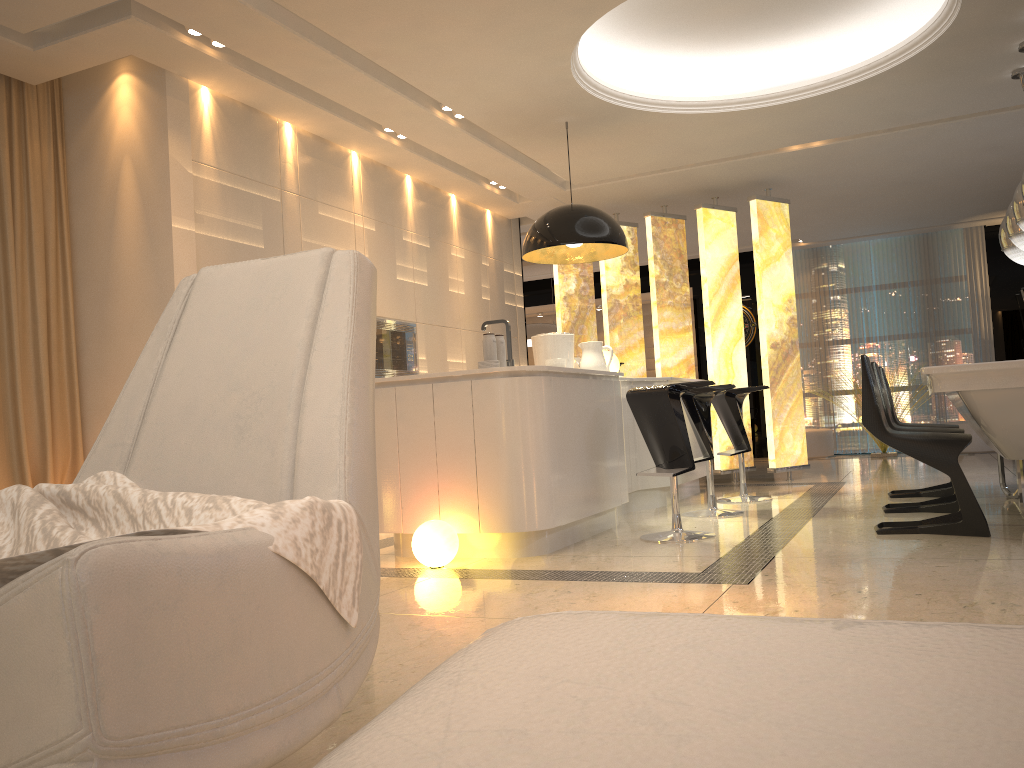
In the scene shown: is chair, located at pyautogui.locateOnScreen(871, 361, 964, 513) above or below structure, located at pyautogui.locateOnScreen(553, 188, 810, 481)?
below

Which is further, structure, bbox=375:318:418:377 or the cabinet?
structure, bbox=375:318:418:377

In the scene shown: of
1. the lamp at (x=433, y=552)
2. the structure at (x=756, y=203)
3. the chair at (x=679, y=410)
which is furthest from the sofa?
the structure at (x=756, y=203)

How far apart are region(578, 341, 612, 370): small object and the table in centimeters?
192cm

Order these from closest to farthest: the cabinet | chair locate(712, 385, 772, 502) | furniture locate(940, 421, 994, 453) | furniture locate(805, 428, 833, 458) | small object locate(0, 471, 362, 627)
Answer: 1. small object locate(0, 471, 362, 627)
2. the cabinet
3. chair locate(712, 385, 772, 502)
4. furniture locate(940, 421, 994, 453)
5. furniture locate(805, 428, 833, 458)

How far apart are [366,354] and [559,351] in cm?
417

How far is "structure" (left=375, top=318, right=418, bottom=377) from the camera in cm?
651

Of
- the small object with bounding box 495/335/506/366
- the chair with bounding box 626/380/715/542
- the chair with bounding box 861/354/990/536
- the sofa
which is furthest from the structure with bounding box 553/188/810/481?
the sofa

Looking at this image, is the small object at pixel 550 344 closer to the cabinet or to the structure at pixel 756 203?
the cabinet

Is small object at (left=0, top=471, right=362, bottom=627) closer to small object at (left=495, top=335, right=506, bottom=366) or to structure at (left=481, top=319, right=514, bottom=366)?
small object at (left=495, top=335, right=506, bottom=366)
